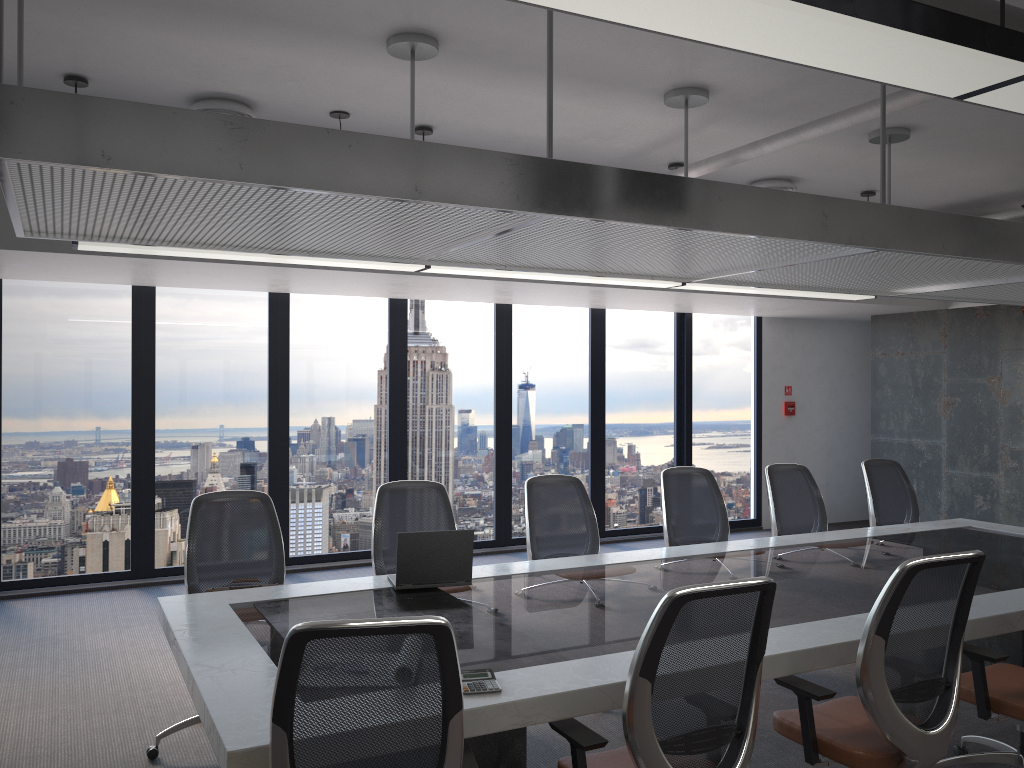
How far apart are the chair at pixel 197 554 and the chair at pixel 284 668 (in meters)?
2.12

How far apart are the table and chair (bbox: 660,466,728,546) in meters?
0.4

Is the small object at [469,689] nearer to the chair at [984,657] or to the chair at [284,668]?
the chair at [284,668]

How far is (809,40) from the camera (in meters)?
1.90

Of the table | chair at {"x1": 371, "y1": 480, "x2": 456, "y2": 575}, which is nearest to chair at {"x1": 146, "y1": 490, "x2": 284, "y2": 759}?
the table

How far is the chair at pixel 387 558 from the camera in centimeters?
489cm

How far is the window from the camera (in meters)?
7.32

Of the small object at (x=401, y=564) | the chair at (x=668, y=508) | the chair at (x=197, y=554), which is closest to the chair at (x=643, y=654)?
the small object at (x=401, y=564)

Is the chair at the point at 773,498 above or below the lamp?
below

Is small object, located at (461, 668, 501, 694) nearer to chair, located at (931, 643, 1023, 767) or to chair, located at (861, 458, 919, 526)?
chair, located at (931, 643, 1023, 767)
